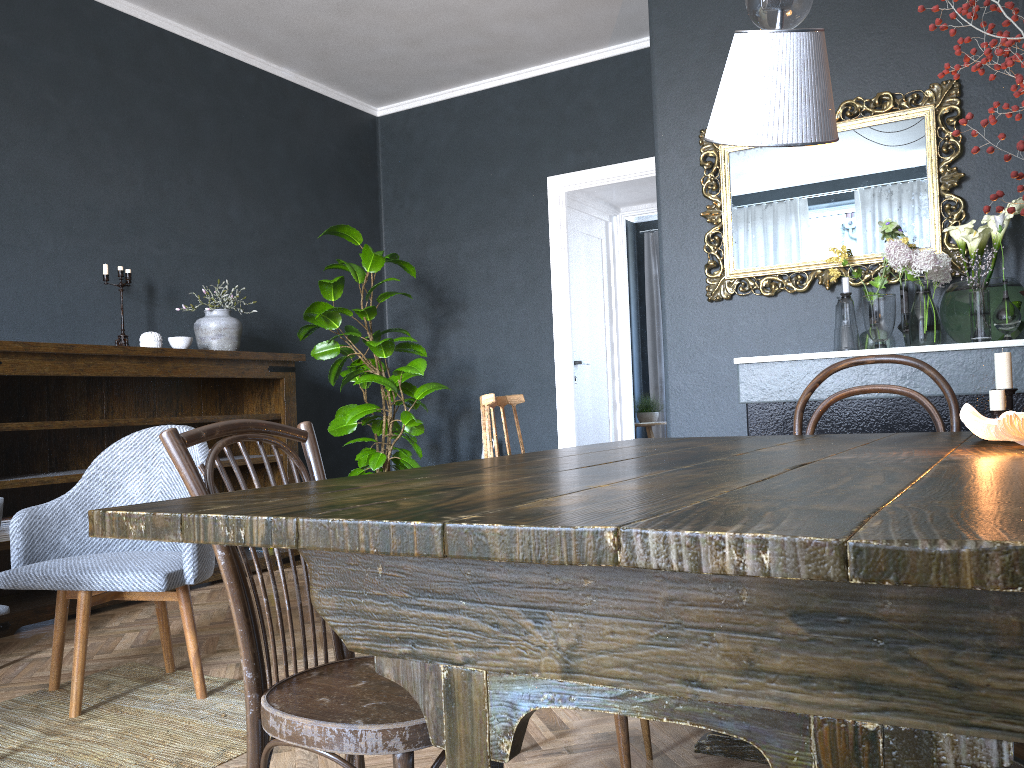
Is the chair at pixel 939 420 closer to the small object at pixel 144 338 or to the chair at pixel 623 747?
the chair at pixel 623 747

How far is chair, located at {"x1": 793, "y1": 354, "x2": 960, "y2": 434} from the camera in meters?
2.2 m

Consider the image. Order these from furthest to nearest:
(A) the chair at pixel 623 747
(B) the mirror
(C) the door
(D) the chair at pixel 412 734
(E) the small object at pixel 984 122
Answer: (C) the door < (B) the mirror < (A) the chair at pixel 623 747 < (D) the chair at pixel 412 734 < (E) the small object at pixel 984 122

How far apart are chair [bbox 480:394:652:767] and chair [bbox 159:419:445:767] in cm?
39

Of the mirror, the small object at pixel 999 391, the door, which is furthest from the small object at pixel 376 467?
the small object at pixel 999 391

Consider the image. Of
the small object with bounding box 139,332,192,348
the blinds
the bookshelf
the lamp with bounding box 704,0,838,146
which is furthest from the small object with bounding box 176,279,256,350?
the blinds

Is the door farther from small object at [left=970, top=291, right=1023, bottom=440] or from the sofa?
small object at [left=970, top=291, right=1023, bottom=440]

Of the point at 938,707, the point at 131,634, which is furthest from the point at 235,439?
the point at 131,634

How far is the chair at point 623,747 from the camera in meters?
1.7 m

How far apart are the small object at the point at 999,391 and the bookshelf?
3.4m
